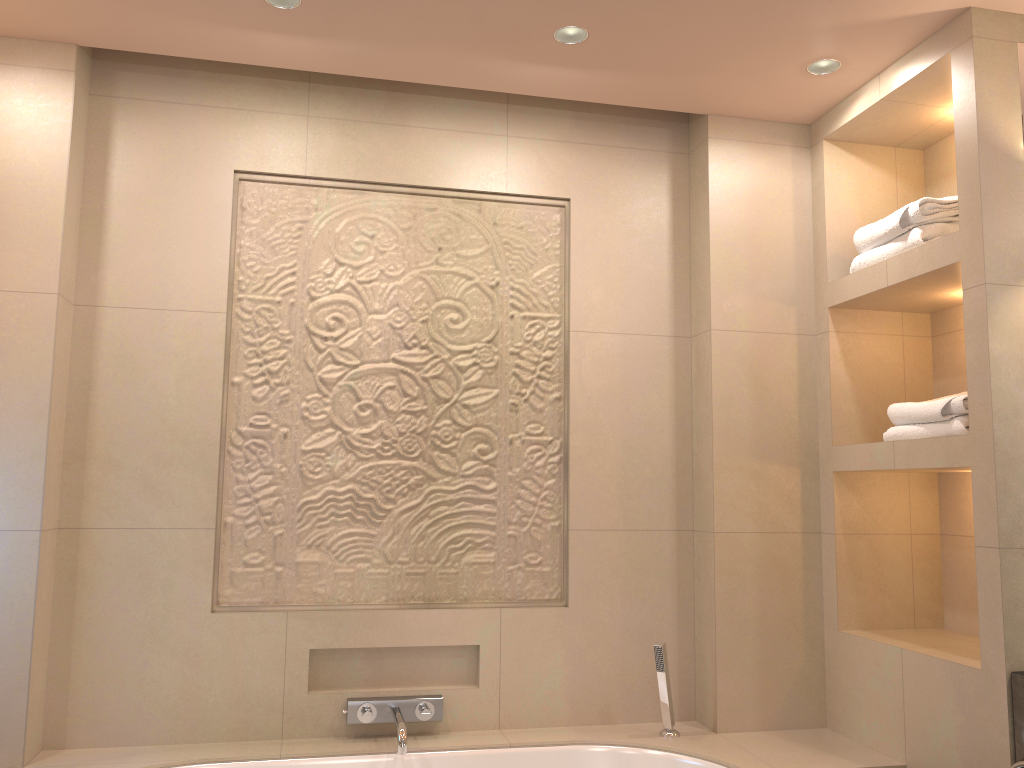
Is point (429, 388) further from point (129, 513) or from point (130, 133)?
point (130, 133)

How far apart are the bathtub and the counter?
0.4 meters

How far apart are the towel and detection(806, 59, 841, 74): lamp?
0.5 meters

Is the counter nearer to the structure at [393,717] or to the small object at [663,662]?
the small object at [663,662]

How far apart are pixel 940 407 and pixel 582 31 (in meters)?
1.39

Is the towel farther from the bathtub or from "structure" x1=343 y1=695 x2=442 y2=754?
"structure" x1=343 y1=695 x2=442 y2=754

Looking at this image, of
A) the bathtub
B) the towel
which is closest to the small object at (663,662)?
the bathtub

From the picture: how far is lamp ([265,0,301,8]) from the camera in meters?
2.3 m

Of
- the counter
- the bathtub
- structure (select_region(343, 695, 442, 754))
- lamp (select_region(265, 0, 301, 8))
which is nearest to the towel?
the counter

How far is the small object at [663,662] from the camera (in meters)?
2.62
